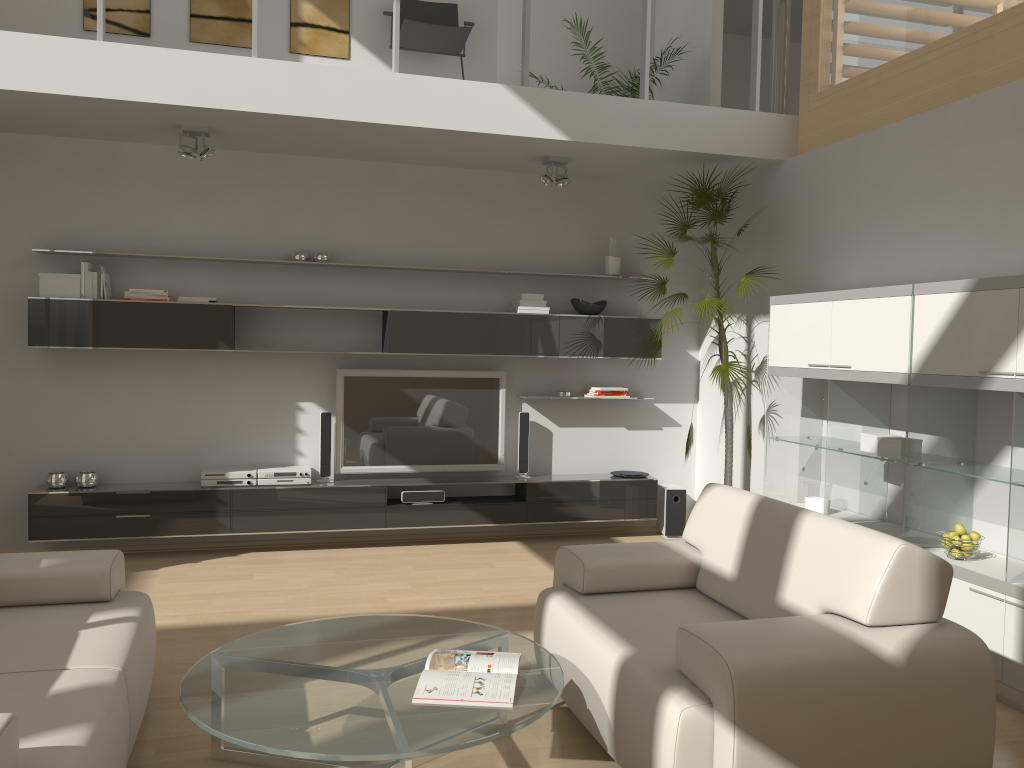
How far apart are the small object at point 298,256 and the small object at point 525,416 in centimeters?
190cm

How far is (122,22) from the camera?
5.7m

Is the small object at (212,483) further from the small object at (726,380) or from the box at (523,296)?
the small object at (726,380)

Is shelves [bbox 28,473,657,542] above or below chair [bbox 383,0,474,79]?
below

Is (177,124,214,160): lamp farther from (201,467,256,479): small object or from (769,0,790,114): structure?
(769,0,790,114): structure

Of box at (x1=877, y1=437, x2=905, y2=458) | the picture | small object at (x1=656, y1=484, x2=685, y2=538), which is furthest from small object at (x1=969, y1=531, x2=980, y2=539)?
the picture

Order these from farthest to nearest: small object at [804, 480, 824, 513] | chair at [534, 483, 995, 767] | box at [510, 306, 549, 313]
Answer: box at [510, 306, 549, 313] < small object at [804, 480, 824, 513] < chair at [534, 483, 995, 767]

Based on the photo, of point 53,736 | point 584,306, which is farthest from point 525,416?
point 53,736

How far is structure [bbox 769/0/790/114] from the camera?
6.1m

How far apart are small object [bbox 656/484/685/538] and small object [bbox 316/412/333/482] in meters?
2.5 m
